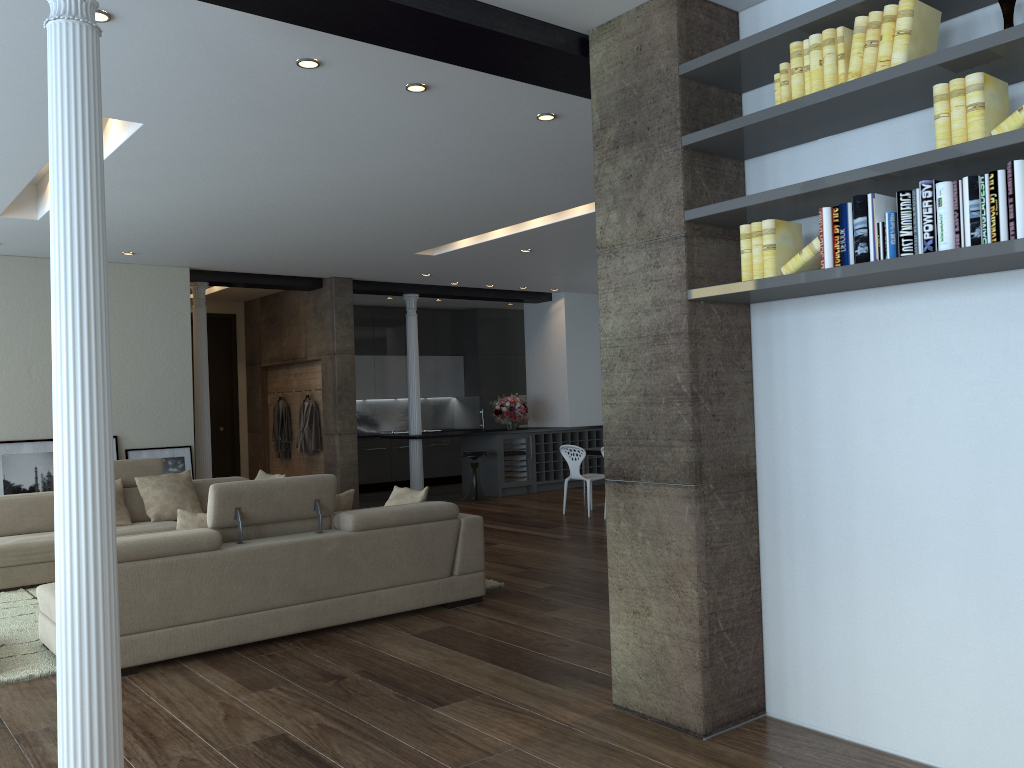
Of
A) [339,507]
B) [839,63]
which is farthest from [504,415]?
[839,63]

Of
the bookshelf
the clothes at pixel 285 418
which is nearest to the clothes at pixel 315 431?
the clothes at pixel 285 418

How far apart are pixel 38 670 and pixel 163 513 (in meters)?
3.33

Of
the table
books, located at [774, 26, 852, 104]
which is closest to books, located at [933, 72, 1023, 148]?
books, located at [774, 26, 852, 104]

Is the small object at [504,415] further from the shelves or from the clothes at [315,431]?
the clothes at [315,431]

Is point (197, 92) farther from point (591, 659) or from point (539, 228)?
point (539, 228)

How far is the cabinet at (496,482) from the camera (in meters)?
12.69

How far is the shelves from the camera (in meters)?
13.22

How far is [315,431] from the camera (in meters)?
11.58

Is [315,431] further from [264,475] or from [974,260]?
[974,260]
